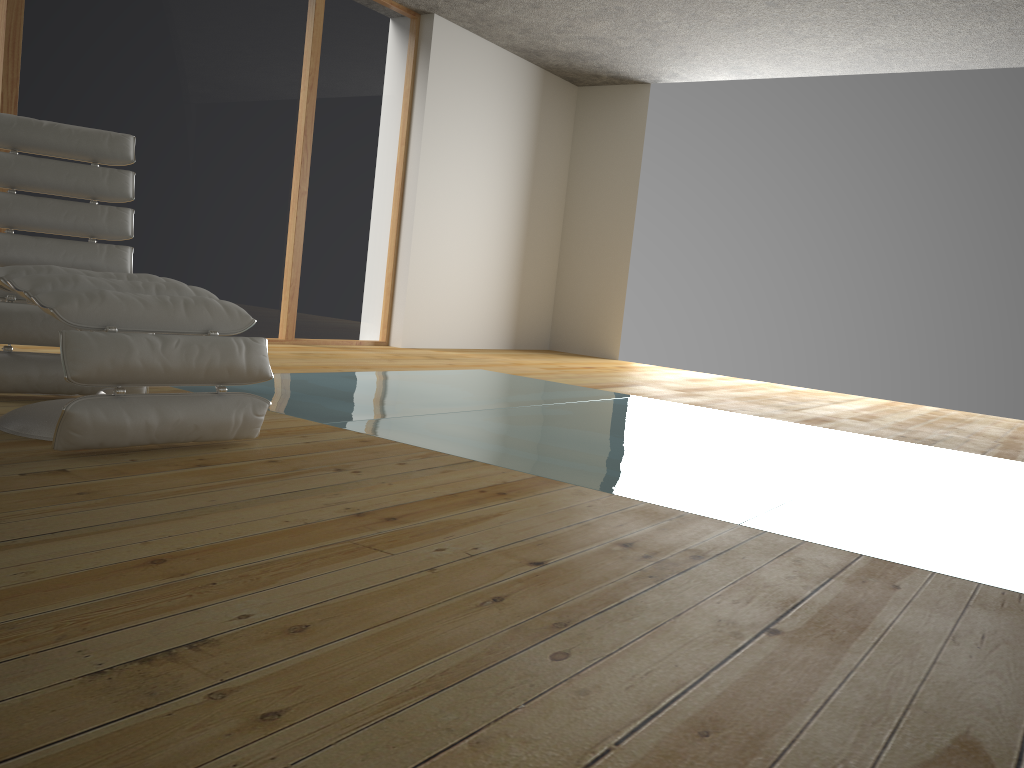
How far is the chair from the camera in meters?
2.8

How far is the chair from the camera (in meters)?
2.76

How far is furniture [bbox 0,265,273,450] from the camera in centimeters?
210cm

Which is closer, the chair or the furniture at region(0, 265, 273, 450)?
the furniture at region(0, 265, 273, 450)

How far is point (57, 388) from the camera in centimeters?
284cm

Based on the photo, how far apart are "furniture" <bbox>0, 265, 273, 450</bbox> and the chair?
0.37m

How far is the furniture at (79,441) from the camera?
2.1 meters

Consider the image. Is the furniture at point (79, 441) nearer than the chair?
Yes

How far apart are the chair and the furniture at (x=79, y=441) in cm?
37
